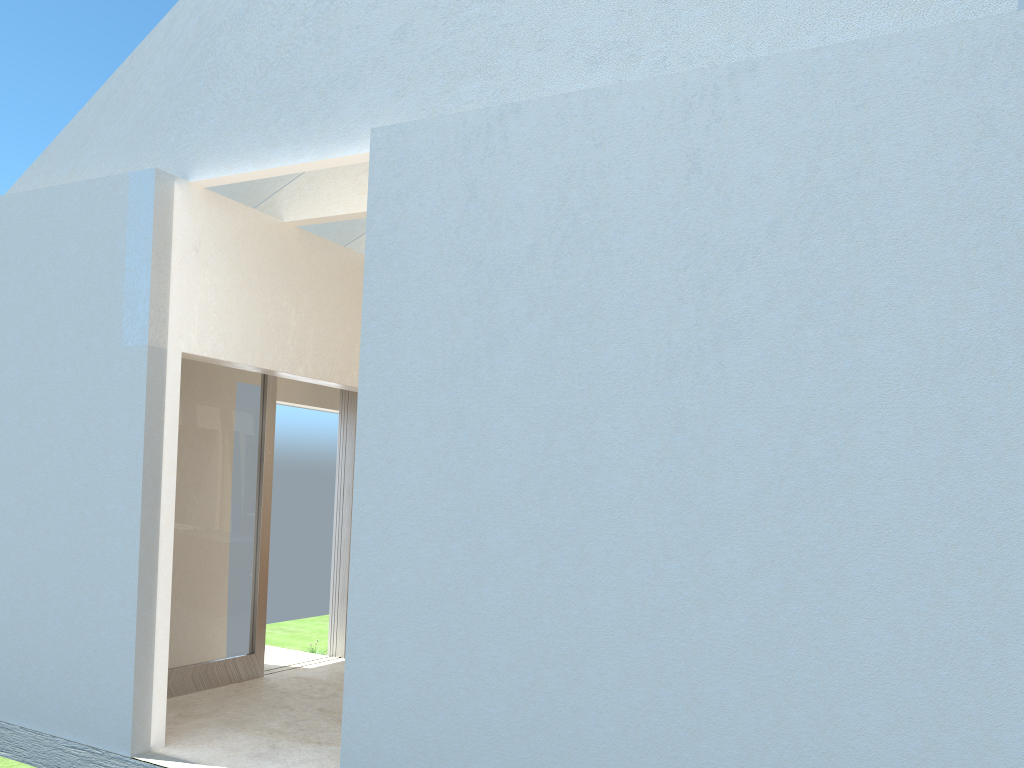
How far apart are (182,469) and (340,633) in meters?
5.8 m

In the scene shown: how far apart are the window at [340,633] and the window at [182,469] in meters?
2.6 m

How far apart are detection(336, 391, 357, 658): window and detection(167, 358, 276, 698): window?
2.55m

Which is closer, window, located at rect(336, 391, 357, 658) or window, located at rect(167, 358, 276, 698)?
window, located at rect(167, 358, 276, 698)

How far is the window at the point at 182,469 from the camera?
15.5 meters

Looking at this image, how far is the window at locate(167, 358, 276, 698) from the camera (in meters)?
15.53

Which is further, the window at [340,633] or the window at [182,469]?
the window at [340,633]

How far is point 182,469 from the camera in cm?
1553
